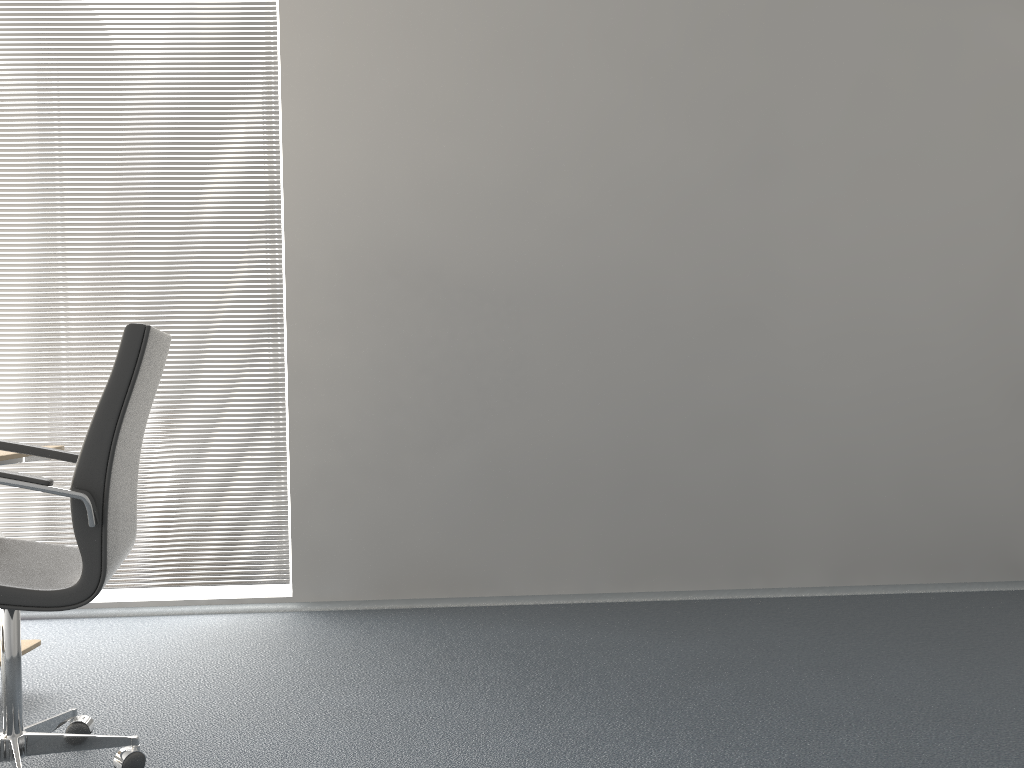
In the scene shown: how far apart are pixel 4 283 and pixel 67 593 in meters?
2.2 m

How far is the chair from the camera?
1.8m

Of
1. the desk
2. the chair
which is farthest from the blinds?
the chair

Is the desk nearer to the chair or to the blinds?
the chair

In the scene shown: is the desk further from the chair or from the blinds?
the blinds

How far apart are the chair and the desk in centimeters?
18cm

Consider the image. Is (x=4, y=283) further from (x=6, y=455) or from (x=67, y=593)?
(x=67, y=593)

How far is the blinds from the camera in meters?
3.5 m

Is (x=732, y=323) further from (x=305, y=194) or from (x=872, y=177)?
(x=305, y=194)

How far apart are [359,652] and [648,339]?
1.6 meters
